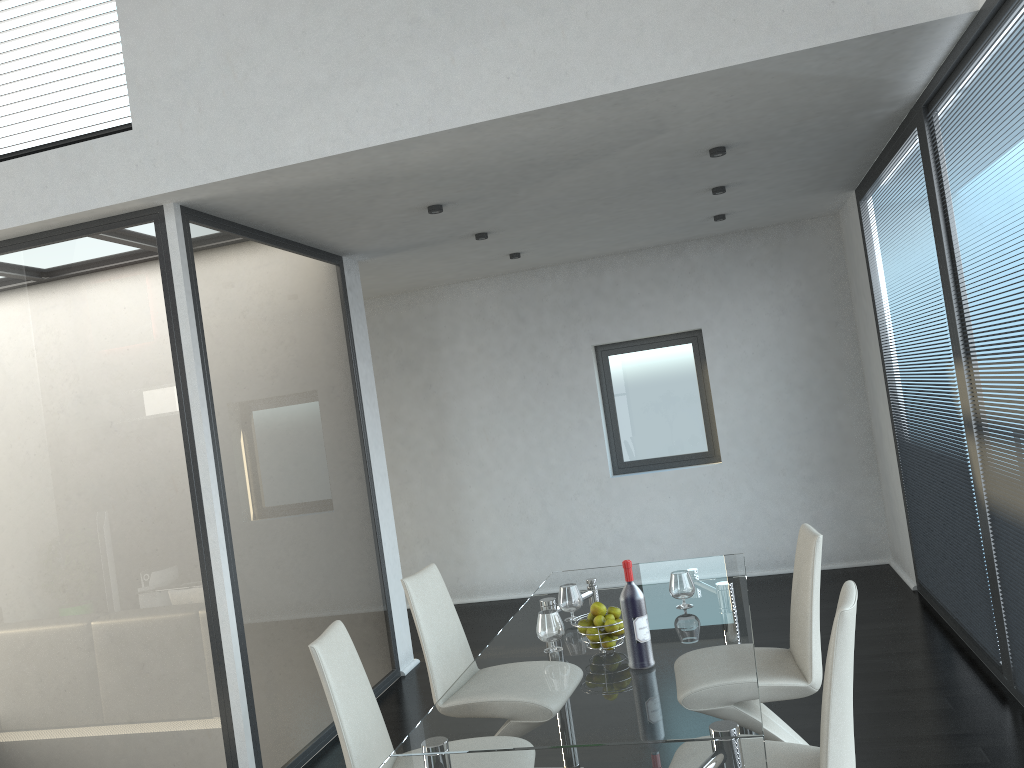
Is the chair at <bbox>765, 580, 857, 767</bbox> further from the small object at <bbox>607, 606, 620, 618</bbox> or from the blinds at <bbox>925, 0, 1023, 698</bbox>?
the blinds at <bbox>925, 0, 1023, 698</bbox>

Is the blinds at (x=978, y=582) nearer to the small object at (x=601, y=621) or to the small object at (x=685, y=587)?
the small object at (x=685, y=587)

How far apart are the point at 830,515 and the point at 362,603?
3.7 meters

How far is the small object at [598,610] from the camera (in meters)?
2.92

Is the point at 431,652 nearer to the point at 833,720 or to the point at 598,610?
the point at 598,610

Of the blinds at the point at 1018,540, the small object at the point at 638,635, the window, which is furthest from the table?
the window

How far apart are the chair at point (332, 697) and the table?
0.3m

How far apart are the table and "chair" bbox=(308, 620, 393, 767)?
0.26m

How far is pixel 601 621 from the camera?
2.9 meters

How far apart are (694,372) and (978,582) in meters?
3.3
